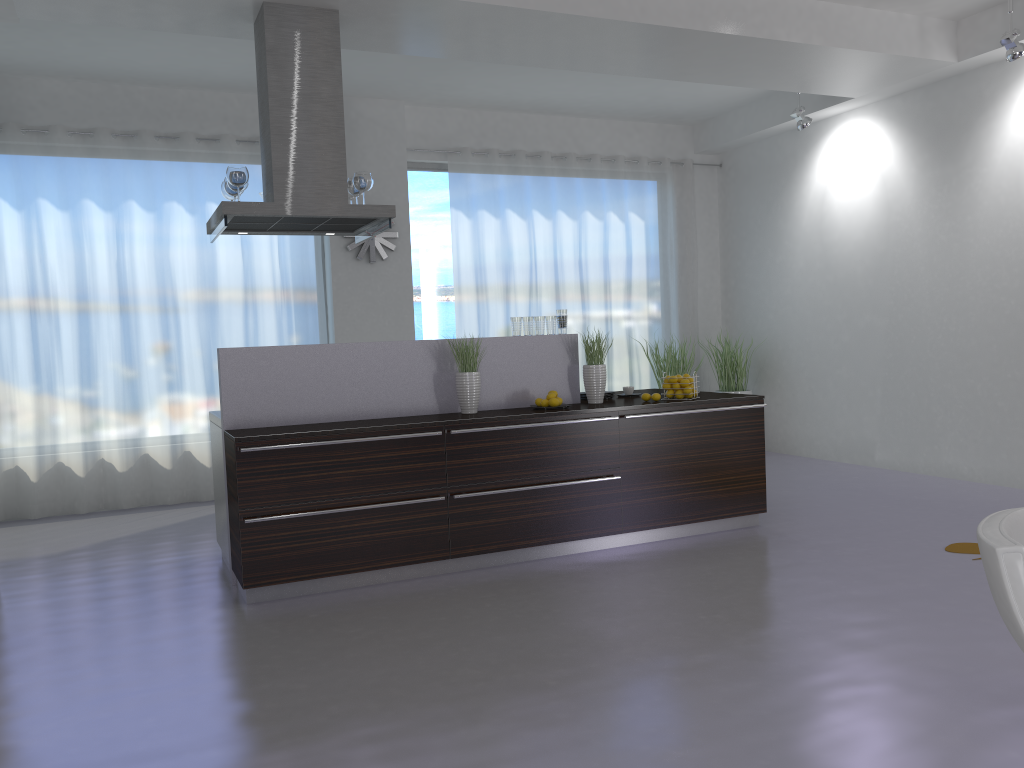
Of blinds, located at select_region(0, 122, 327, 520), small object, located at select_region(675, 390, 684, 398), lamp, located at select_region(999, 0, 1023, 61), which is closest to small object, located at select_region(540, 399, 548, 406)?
small object, located at select_region(675, 390, 684, 398)

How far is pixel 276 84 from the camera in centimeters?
493cm

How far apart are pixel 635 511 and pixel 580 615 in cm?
137

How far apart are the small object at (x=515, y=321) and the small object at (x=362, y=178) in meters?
1.2 m

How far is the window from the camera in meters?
8.5

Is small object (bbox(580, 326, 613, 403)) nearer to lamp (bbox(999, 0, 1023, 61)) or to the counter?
the counter

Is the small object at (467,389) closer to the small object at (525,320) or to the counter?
the counter

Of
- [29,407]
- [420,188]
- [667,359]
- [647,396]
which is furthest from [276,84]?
[667,359]

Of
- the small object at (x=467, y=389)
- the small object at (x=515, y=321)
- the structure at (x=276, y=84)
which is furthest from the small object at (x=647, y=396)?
the structure at (x=276, y=84)

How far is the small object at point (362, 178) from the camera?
5.3 meters
